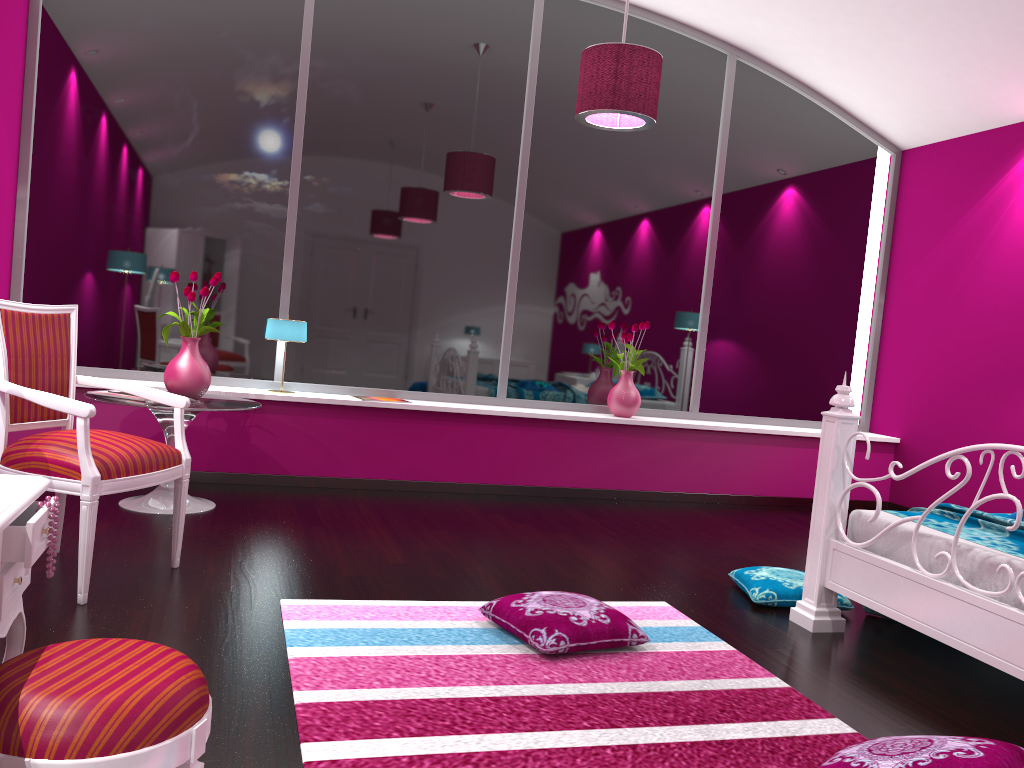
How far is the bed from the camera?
2.49m

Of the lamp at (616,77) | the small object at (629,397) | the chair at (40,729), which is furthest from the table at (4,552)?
the small object at (629,397)

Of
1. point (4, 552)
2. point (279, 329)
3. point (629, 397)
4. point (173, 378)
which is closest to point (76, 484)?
point (4, 552)

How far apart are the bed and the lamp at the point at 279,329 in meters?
2.9 m

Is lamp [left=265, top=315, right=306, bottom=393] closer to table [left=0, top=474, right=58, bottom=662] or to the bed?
the bed

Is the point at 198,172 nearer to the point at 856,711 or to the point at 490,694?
the point at 490,694

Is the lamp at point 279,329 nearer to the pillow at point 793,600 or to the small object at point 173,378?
the small object at point 173,378

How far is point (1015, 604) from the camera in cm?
249

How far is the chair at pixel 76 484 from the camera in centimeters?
268cm

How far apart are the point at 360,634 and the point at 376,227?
3.1 meters
